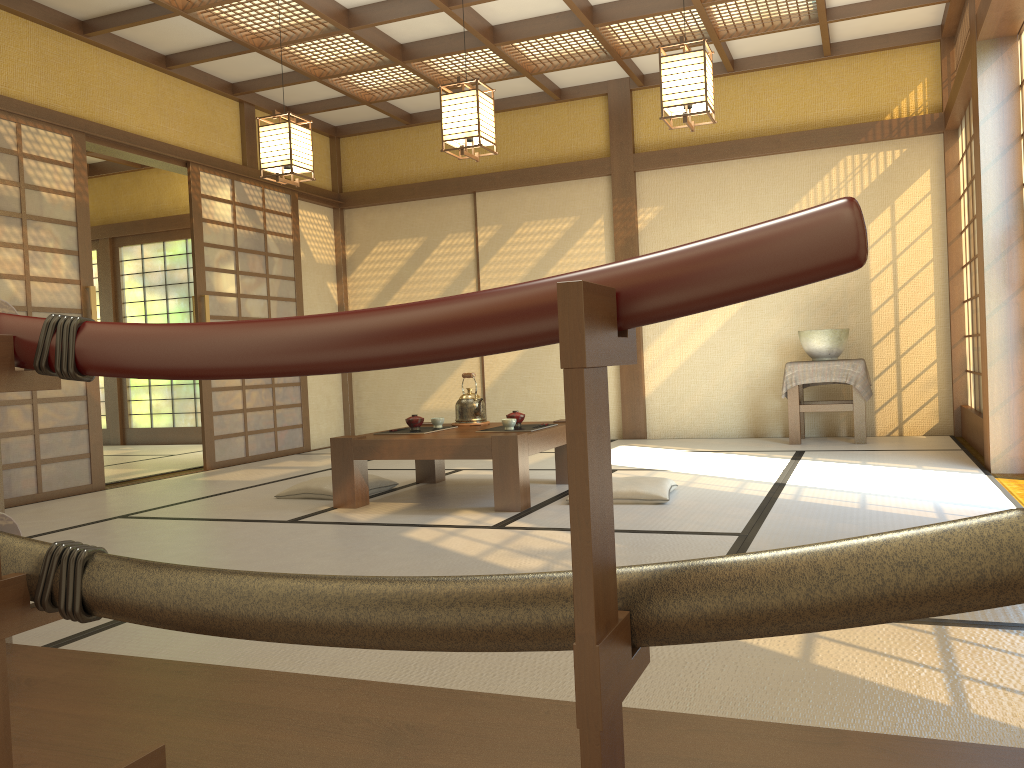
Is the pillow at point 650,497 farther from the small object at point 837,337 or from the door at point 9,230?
the door at point 9,230

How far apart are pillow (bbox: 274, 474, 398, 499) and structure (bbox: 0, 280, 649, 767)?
3.5 meters

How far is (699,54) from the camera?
4.16m

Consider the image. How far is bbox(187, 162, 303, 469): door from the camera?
6.6m

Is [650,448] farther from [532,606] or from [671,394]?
[532,606]

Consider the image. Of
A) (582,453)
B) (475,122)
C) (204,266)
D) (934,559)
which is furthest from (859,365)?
(582,453)

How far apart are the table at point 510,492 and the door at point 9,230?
2.1 meters

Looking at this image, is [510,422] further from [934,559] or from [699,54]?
[934,559]

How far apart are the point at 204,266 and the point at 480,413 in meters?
2.9

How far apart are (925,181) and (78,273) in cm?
593
